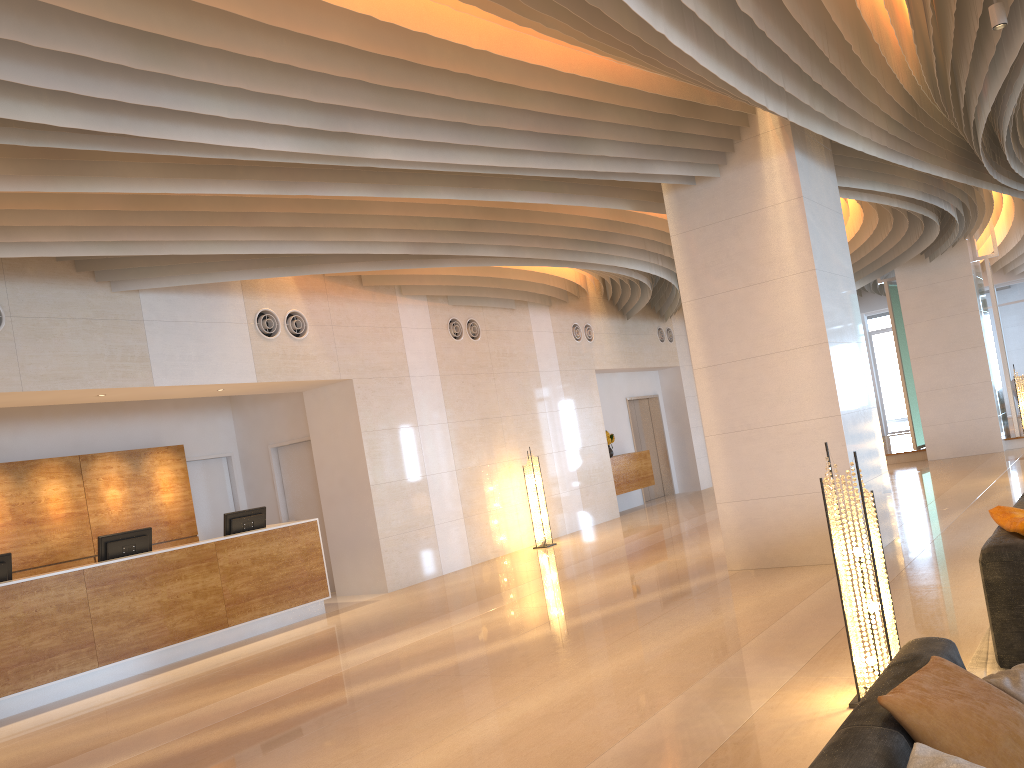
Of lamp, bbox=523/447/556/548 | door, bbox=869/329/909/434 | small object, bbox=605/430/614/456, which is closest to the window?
door, bbox=869/329/909/434

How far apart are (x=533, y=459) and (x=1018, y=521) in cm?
871

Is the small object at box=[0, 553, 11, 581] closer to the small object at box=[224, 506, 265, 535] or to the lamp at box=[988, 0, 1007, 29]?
the small object at box=[224, 506, 265, 535]

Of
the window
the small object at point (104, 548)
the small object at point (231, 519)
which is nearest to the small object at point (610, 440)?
the small object at point (231, 519)

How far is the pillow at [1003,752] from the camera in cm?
209

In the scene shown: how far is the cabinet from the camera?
15.58m

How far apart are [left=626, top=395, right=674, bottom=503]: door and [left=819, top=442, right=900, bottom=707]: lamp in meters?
13.6 m

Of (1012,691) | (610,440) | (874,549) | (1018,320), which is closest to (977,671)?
(874,549)

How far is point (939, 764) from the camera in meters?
1.9

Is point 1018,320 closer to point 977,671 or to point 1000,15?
point 1000,15
